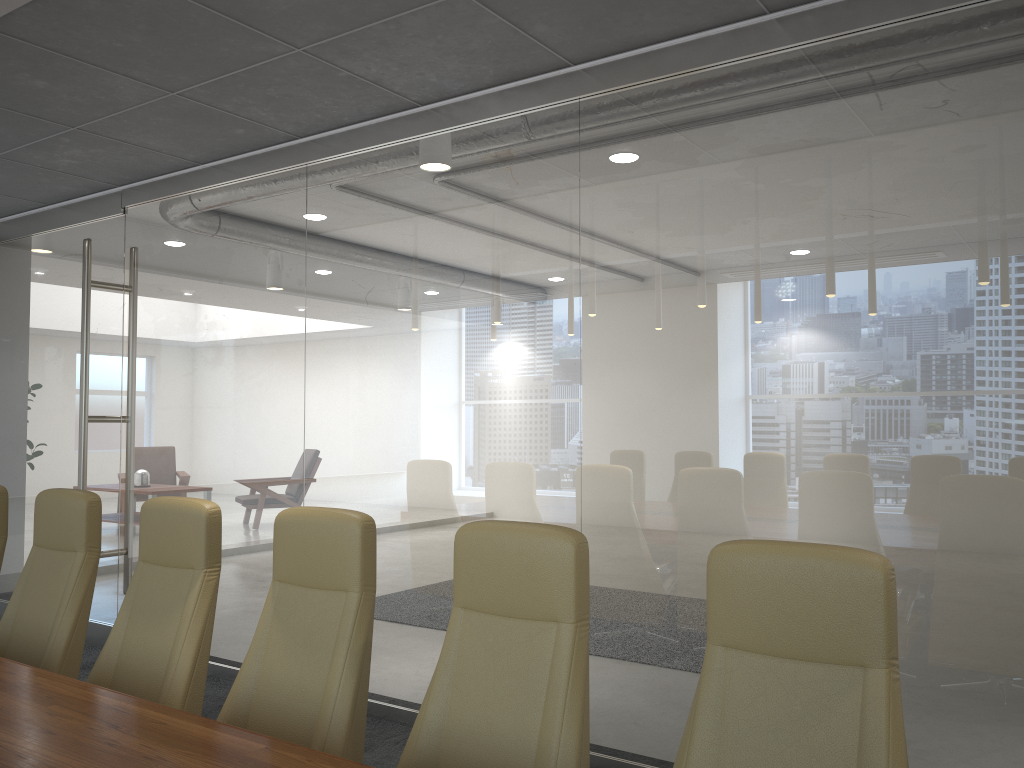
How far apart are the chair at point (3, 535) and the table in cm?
149

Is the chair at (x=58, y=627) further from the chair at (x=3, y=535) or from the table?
the table

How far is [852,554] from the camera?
2.0m

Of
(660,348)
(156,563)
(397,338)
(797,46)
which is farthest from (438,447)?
(797,46)

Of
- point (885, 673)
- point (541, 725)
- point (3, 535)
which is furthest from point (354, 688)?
point (3, 535)

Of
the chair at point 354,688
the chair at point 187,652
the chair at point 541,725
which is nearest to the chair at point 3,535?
the chair at point 187,652

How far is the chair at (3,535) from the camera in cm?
425

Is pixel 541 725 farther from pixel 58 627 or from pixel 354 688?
pixel 58 627

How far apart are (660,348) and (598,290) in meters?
0.5

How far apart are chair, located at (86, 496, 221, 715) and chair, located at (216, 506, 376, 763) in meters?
0.2 m
